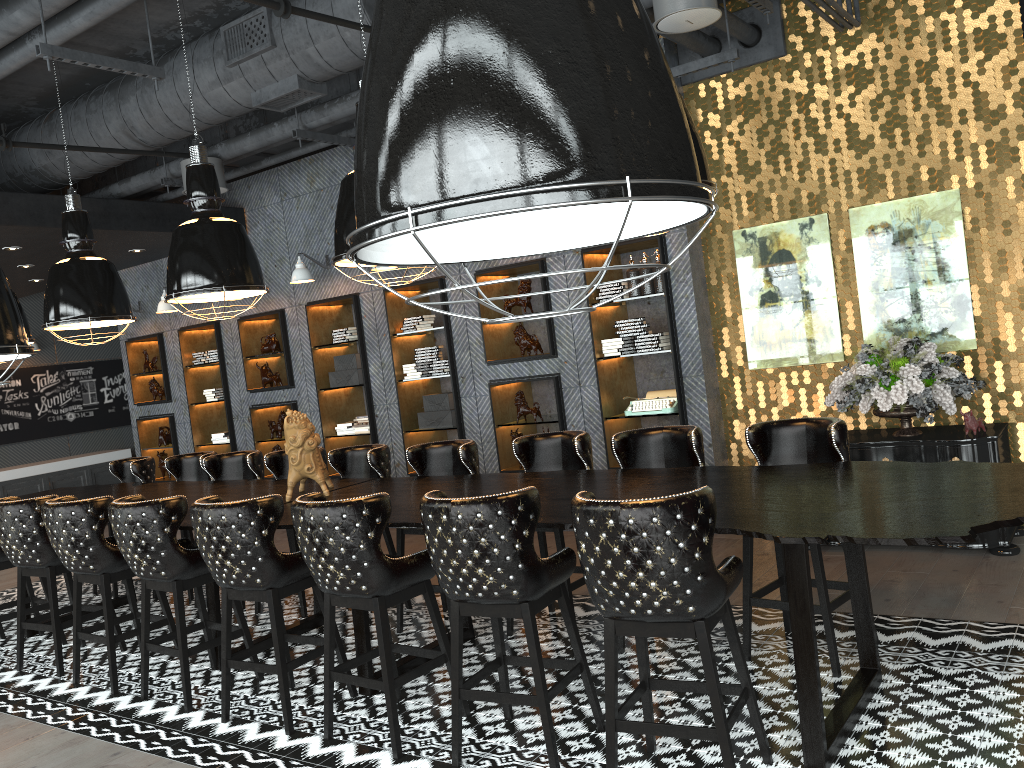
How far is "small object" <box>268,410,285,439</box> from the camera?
9.7m

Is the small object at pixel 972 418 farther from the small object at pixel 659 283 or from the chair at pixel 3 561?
the chair at pixel 3 561

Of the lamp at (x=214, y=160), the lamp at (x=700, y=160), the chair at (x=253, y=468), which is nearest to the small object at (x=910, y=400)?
the lamp at (x=700, y=160)

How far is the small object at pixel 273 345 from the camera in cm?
956

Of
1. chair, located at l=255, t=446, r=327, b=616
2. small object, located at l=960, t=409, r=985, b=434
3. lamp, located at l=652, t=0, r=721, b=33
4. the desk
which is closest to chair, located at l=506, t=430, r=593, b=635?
the desk

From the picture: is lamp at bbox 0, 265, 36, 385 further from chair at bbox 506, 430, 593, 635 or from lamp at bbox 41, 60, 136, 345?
lamp at bbox 41, 60, 136, 345

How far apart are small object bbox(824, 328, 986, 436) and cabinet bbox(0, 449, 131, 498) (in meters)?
11.29

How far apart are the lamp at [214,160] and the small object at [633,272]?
3.53m

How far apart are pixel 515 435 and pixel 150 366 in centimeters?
541cm

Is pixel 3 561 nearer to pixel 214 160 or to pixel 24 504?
pixel 24 504
